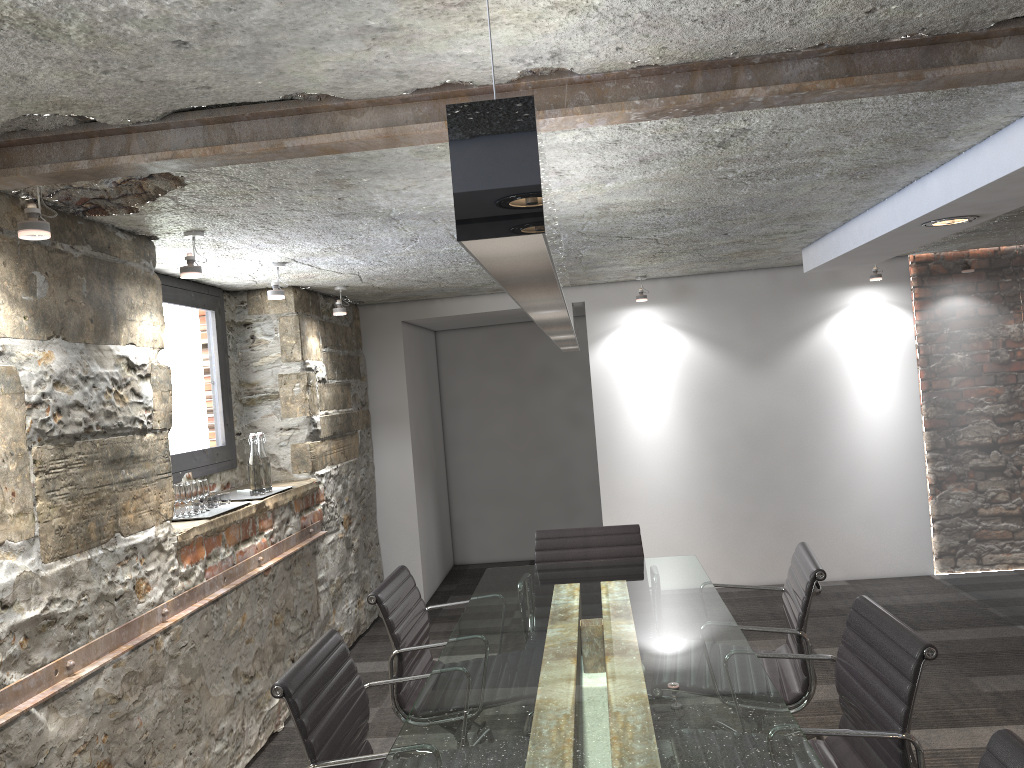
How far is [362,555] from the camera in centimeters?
572cm

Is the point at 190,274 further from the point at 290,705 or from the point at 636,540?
the point at 636,540

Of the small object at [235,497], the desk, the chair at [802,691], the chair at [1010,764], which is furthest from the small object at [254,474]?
the chair at [1010,764]

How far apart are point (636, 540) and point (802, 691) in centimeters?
120cm

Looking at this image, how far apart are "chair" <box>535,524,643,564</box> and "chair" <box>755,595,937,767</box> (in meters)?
1.46

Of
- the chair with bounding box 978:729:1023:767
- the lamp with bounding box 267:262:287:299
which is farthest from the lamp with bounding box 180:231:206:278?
the chair with bounding box 978:729:1023:767

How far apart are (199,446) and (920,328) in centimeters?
452cm

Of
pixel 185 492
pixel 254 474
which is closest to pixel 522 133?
pixel 185 492

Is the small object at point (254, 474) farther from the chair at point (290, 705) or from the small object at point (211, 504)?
the chair at point (290, 705)

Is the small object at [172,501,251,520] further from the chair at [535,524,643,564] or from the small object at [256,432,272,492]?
the chair at [535,524,643,564]
